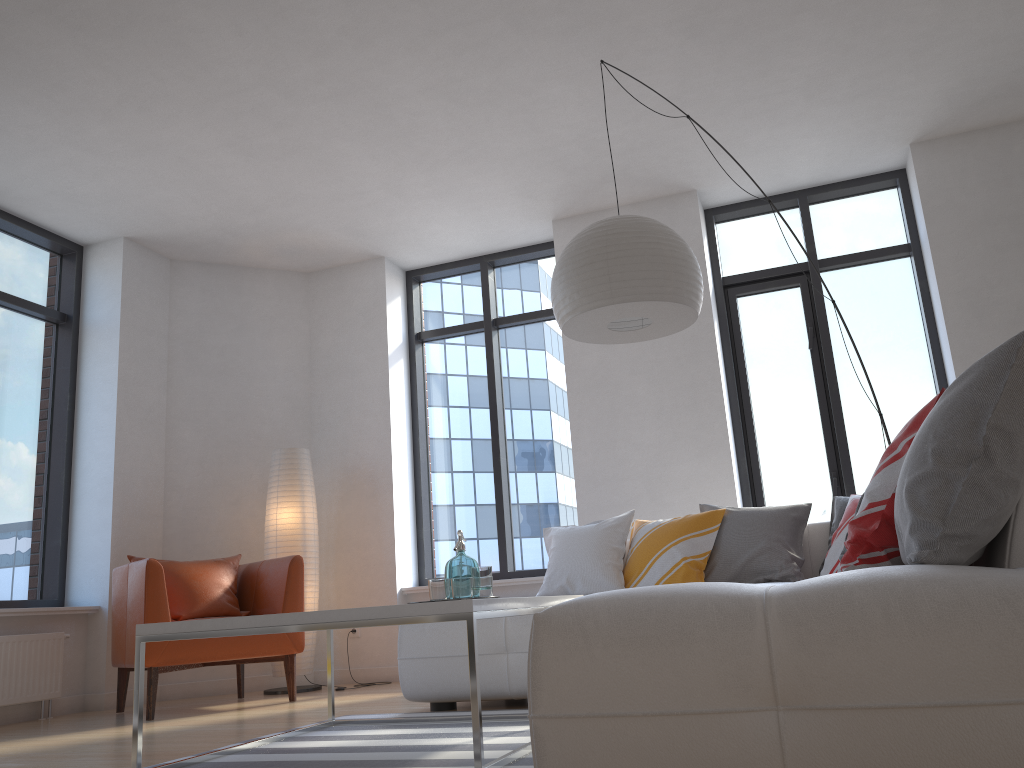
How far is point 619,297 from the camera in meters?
3.2 m

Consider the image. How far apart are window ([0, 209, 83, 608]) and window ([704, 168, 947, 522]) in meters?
4.3

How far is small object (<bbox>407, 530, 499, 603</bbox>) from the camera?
3.0 meters

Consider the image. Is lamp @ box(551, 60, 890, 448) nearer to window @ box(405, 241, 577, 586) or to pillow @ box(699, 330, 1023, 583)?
pillow @ box(699, 330, 1023, 583)

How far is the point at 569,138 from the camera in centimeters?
509cm

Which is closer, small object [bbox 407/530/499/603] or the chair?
small object [bbox 407/530/499/603]

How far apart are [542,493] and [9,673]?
3.4m

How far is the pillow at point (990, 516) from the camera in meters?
1.6 m

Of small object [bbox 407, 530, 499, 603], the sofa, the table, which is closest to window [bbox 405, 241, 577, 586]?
the sofa

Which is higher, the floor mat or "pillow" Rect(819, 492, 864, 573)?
"pillow" Rect(819, 492, 864, 573)
